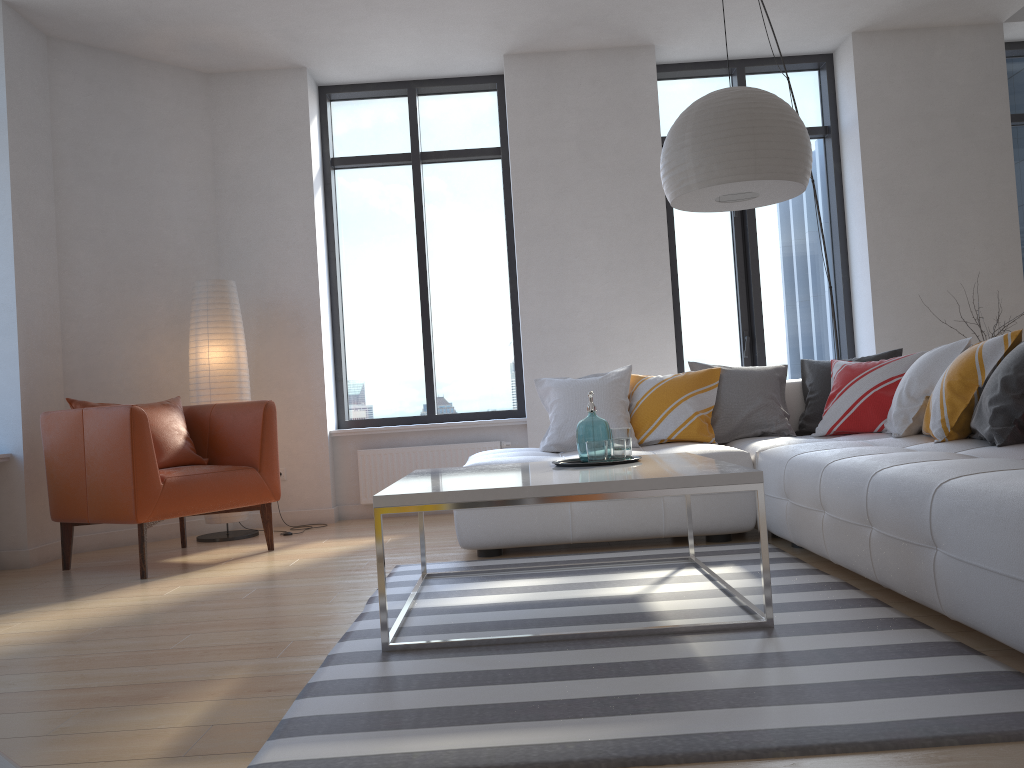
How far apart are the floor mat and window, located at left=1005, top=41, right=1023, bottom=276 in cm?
410

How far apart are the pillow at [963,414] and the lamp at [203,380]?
2.3 meters

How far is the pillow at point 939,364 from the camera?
3.71m

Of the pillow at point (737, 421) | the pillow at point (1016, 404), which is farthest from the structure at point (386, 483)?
the pillow at point (1016, 404)

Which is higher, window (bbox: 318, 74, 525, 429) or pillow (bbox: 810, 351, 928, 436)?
window (bbox: 318, 74, 525, 429)

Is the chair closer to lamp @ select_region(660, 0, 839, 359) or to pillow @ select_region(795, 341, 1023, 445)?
lamp @ select_region(660, 0, 839, 359)

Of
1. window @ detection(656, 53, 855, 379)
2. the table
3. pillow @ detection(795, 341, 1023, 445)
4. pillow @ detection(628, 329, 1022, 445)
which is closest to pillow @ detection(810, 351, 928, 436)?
pillow @ detection(795, 341, 1023, 445)

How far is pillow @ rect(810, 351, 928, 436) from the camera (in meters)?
4.24

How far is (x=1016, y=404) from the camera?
2.95m

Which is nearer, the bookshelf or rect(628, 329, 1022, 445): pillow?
the bookshelf
